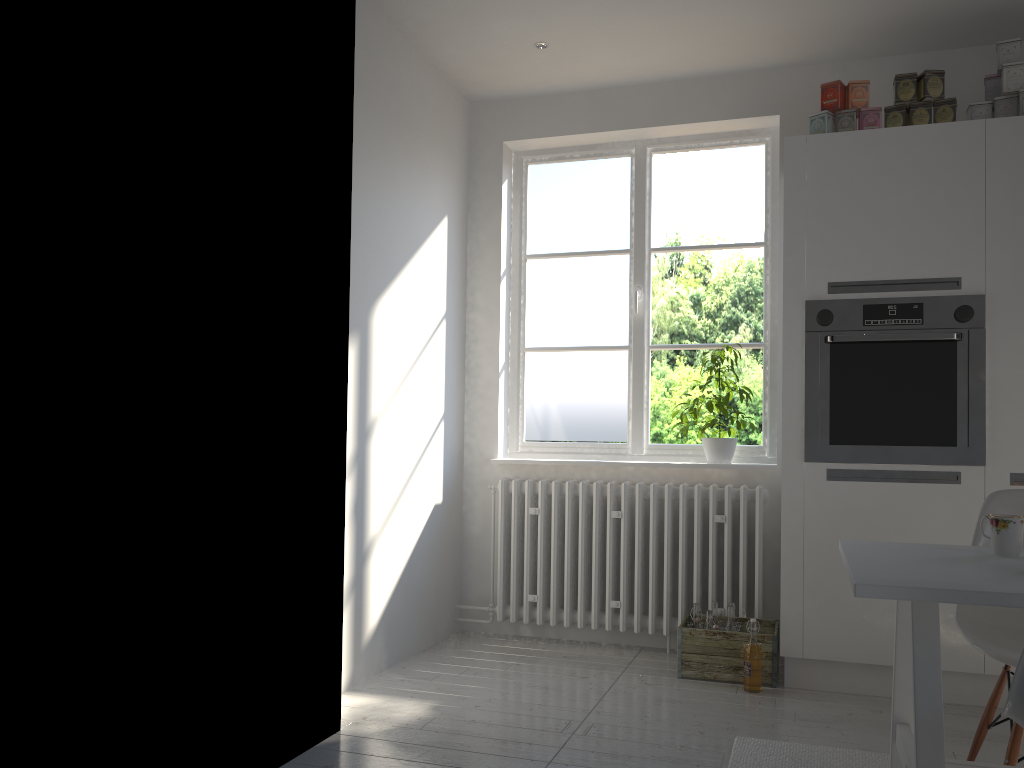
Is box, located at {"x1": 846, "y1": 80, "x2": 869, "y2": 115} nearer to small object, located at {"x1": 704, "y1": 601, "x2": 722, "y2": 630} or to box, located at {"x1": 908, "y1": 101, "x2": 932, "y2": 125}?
box, located at {"x1": 908, "y1": 101, "x2": 932, "y2": 125}

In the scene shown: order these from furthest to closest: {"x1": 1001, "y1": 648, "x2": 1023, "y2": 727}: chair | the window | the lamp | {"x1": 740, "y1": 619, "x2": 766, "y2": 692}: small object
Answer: the window → the lamp → {"x1": 740, "y1": 619, "x2": 766, "y2": 692}: small object → {"x1": 1001, "y1": 648, "x2": 1023, "y2": 727}: chair

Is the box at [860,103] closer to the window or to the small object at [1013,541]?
the window

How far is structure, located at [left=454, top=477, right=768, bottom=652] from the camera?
3.8m

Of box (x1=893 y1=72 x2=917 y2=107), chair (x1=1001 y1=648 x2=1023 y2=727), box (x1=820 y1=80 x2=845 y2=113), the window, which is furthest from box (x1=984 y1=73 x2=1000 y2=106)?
chair (x1=1001 y1=648 x2=1023 y2=727)

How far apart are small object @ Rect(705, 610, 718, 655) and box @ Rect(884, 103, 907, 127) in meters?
2.0 m

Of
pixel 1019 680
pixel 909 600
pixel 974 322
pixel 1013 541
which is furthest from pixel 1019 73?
pixel 1019 680

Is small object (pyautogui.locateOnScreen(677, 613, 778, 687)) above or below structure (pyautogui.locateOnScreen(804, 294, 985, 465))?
below

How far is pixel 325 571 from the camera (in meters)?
2.67

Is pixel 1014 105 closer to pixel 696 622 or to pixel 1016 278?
pixel 1016 278
